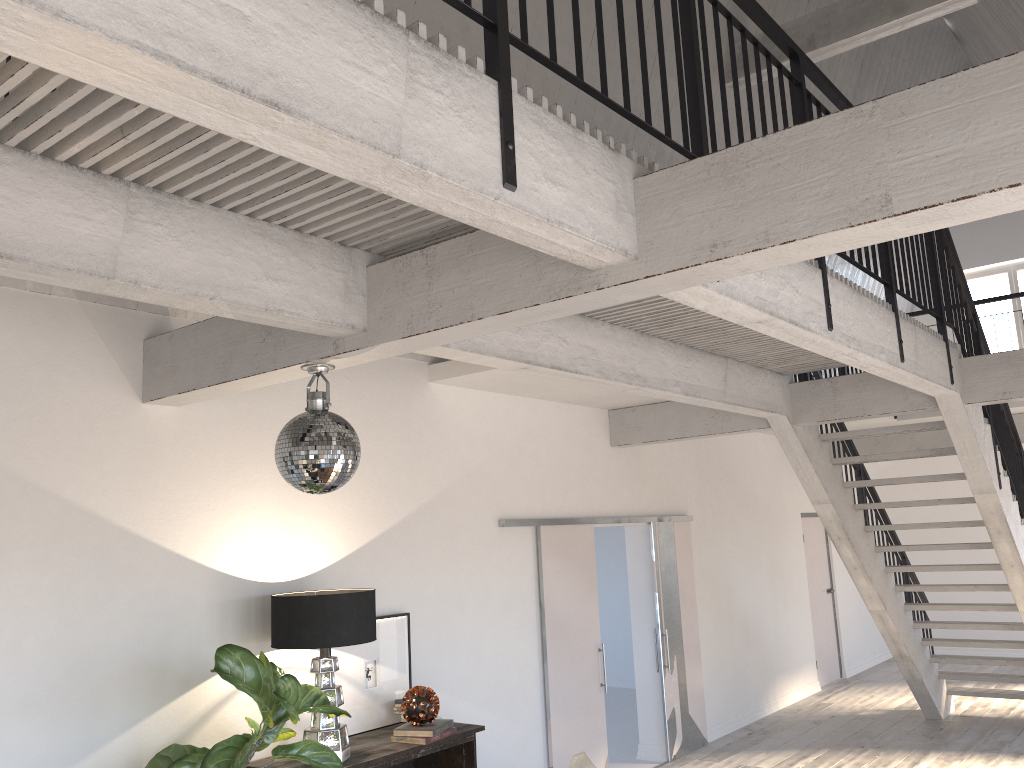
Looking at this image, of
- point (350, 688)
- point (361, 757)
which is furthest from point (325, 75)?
point (350, 688)

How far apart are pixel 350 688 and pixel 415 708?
0.45m

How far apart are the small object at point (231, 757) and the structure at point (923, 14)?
6.2 meters

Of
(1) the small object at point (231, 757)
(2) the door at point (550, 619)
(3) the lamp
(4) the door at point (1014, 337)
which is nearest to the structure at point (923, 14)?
(2) the door at point (550, 619)

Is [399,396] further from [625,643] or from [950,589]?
[625,643]

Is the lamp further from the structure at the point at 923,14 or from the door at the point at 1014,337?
the door at the point at 1014,337

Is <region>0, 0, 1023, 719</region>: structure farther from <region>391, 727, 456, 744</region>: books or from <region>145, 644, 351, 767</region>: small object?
<region>391, 727, 456, 744</region>: books

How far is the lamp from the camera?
4.2 meters

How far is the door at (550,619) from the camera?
6.48m

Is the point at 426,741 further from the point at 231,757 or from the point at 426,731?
the point at 231,757
